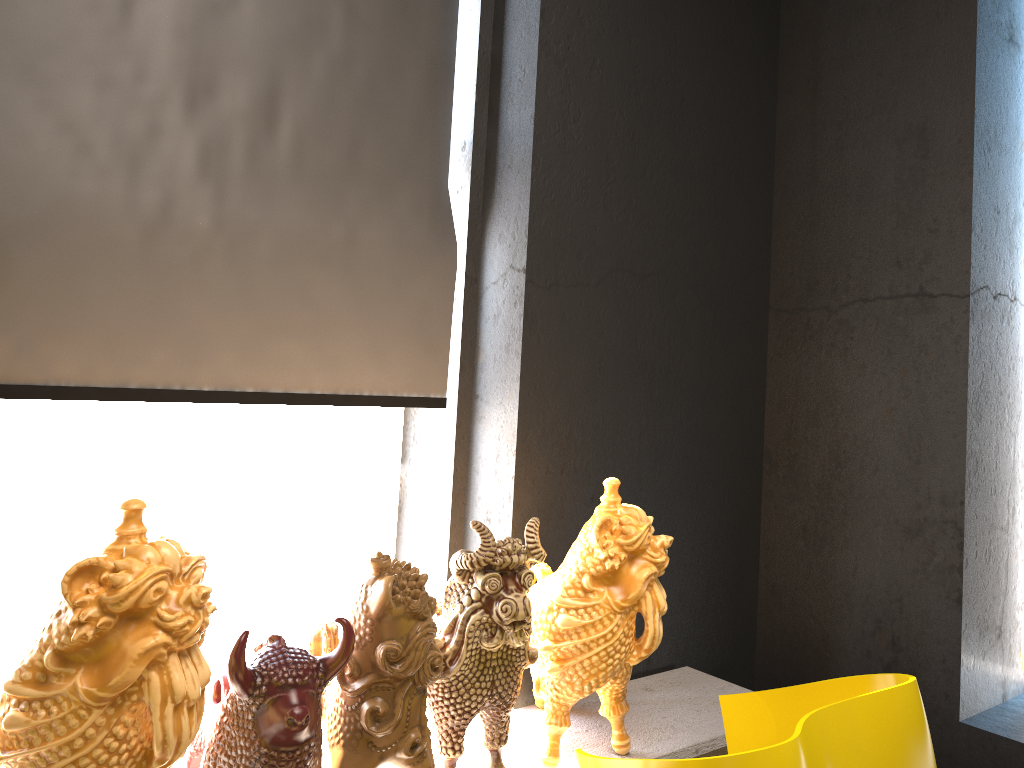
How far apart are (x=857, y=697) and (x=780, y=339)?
1.7m

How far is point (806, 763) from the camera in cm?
136

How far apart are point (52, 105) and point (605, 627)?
1.63m

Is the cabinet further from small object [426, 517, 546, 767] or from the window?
the window

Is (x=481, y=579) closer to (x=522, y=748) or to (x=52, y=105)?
(x=522, y=748)

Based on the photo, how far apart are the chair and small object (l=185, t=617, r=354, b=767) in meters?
0.5 m

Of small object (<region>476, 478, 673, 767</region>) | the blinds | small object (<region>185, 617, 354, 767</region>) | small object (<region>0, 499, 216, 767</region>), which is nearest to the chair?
small object (<region>476, 478, 673, 767</region>)

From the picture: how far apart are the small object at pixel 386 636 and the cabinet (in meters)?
0.21

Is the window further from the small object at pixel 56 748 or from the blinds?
the small object at pixel 56 748

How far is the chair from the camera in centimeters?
136cm
